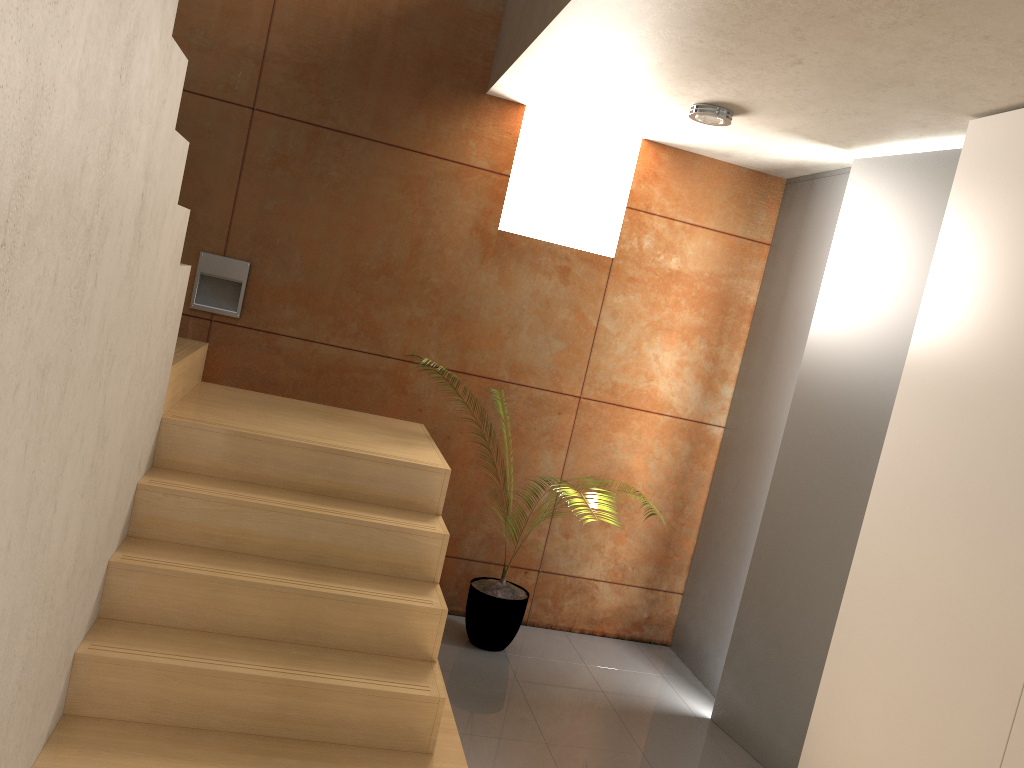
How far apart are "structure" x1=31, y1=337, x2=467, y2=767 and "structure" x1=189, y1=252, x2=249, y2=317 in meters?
0.2 m

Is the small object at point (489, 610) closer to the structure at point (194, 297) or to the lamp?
the structure at point (194, 297)

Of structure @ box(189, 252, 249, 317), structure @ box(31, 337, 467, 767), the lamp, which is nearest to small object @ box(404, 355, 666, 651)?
structure @ box(31, 337, 467, 767)

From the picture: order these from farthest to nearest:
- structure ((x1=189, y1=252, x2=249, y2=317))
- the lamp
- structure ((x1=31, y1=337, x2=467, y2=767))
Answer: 1. structure ((x1=189, y1=252, x2=249, y2=317))
2. the lamp
3. structure ((x1=31, y1=337, x2=467, y2=767))

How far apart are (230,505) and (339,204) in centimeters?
170cm

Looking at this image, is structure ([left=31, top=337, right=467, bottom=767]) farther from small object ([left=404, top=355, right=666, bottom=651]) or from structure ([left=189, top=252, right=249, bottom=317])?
small object ([left=404, top=355, right=666, bottom=651])

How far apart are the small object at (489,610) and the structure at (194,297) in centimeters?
167cm

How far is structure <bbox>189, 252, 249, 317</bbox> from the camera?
4.0m

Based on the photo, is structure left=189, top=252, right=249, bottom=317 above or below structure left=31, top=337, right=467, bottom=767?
above

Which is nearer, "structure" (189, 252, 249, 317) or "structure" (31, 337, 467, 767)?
"structure" (31, 337, 467, 767)
